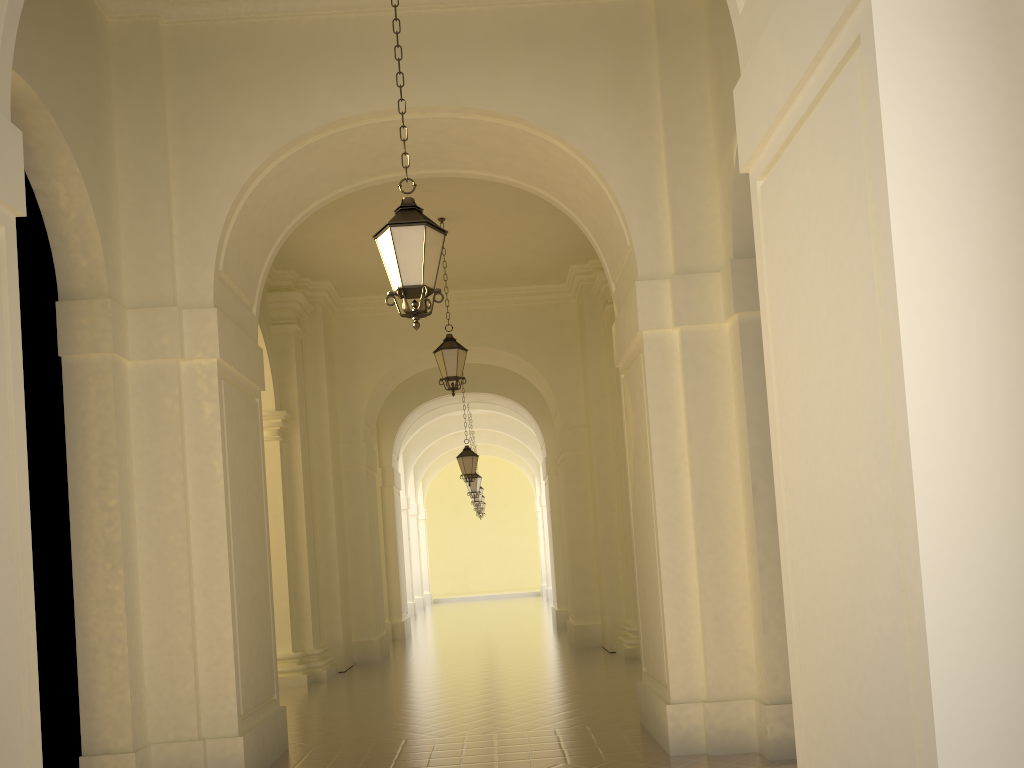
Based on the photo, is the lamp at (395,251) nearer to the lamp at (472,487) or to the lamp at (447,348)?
the lamp at (447,348)

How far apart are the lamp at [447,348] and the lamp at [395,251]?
6.3 meters

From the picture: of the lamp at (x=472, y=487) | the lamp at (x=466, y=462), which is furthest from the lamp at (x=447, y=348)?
the lamp at (x=472, y=487)

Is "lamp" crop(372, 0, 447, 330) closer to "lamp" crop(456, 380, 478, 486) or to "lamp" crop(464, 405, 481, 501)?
"lamp" crop(456, 380, 478, 486)

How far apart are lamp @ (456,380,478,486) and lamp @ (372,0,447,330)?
12.62m

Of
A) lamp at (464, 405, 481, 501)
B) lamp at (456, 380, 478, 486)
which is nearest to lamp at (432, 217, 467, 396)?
lamp at (456, 380, 478, 486)

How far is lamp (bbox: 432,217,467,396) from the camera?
12.41m

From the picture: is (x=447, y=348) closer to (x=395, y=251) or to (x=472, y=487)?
(x=395, y=251)

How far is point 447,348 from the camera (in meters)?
12.41

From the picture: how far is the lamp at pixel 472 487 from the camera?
23.55m
